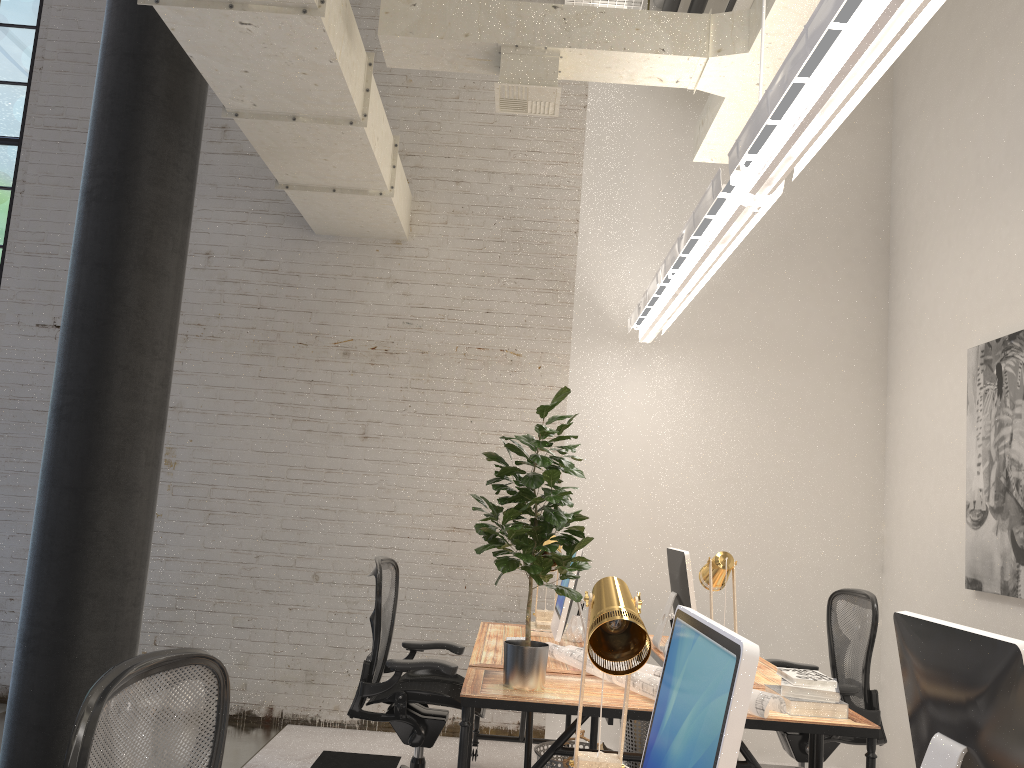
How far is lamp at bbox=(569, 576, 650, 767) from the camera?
1.8 meters

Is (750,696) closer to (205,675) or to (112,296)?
(205,675)

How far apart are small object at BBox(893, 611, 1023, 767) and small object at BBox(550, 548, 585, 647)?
2.0m

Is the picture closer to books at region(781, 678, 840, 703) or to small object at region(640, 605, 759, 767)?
books at region(781, 678, 840, 703)

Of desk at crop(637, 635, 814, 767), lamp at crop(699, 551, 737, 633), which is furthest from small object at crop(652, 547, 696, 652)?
lamp at crop(699, 551, 737, 633)

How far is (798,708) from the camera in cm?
297

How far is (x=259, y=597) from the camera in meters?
5.3 m

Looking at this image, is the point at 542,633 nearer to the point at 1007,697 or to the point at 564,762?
the point at 564,762

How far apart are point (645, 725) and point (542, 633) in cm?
68

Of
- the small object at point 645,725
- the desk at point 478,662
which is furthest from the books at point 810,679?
the small object at point 645,725
